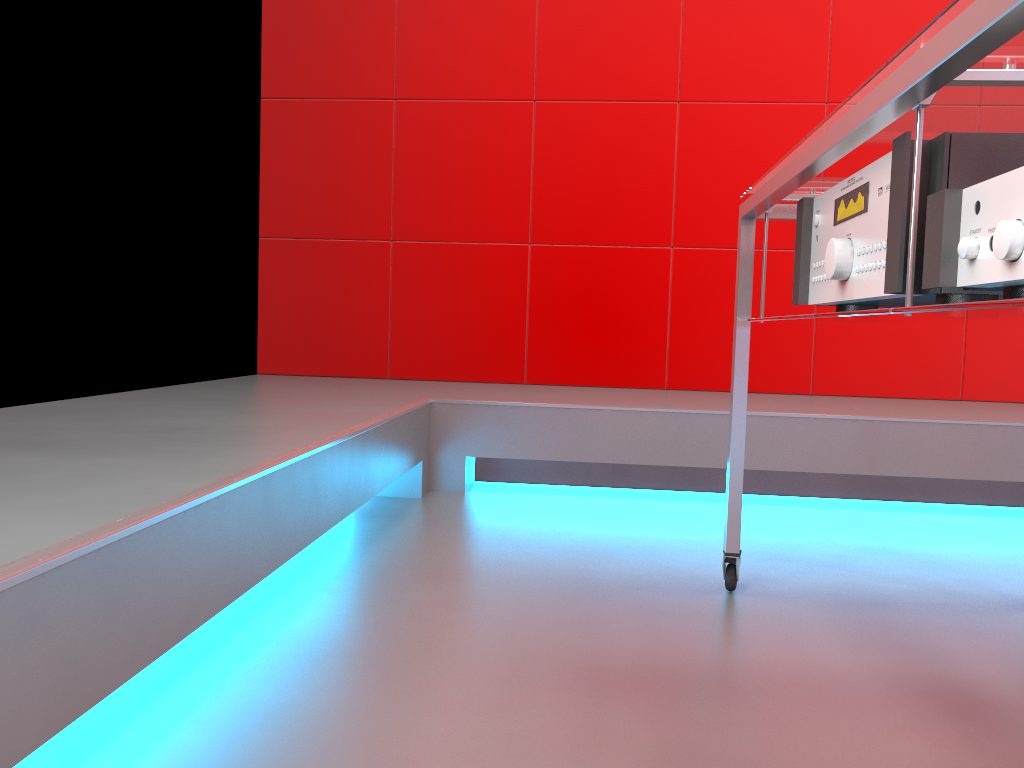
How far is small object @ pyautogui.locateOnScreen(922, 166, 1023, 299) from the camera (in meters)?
0.60

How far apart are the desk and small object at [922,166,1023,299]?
0.02m

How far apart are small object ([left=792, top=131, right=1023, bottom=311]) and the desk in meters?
0.0

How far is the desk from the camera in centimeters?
60cm

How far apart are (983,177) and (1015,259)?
0.2 meters

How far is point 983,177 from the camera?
0.8 meters

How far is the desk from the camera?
0.6m

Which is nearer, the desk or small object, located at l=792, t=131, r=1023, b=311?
the desk

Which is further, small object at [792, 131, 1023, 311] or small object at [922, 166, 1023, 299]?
small object at [792, 131, 1023, 311]

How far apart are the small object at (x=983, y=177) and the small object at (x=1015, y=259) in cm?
7
